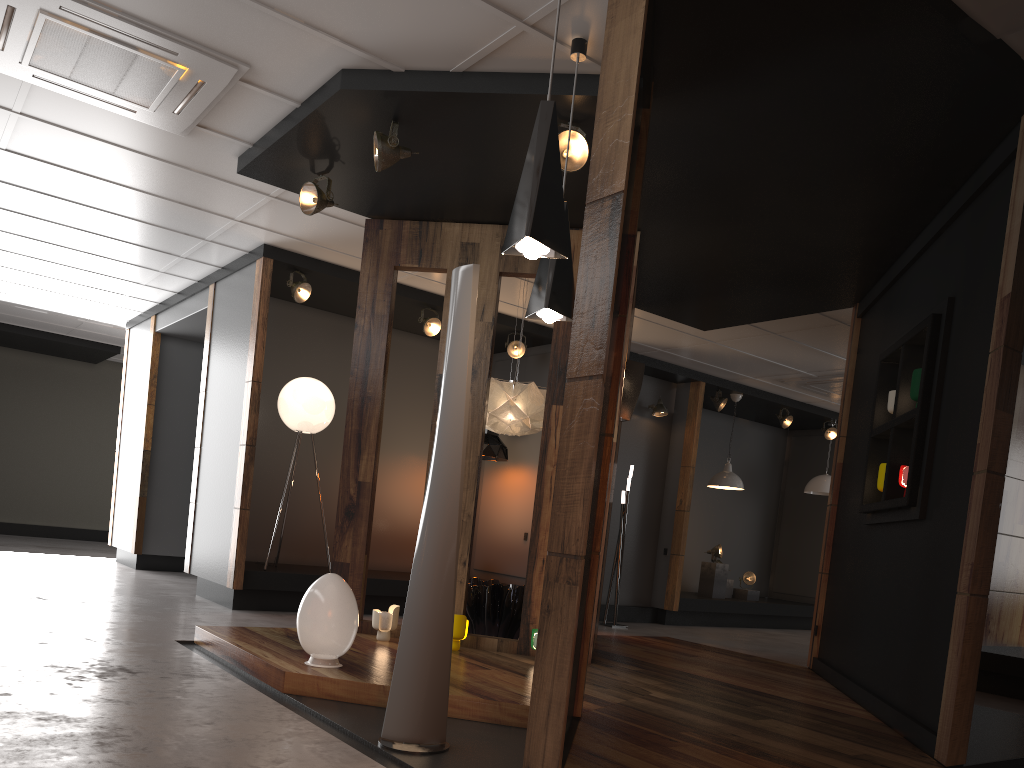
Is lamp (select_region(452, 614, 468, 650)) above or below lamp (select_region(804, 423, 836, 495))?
below

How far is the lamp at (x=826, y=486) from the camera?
11.8m

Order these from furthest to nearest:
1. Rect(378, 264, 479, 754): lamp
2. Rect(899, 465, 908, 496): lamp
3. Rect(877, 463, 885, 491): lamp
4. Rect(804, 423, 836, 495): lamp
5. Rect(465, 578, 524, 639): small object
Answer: Rect(804, 423, 836, 495): lamp < Rect(465, 578, 524, 639): small object < Rect(877, 463, 885, 491): lamp < Rect(899, 465, 908, 496): lamp < Rect(378, 264, 479, 754): lamp

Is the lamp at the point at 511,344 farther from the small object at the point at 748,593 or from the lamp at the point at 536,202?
the lamp at the point at 536,202

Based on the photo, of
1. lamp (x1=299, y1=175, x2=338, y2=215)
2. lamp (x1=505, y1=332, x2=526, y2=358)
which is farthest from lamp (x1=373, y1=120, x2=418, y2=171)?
lamp (x1=505, y1=332, x2=526, y2=358)

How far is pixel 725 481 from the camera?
A: 10.57m

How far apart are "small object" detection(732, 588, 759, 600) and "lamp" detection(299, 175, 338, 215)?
8.09m

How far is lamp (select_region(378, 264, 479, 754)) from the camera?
3.3m

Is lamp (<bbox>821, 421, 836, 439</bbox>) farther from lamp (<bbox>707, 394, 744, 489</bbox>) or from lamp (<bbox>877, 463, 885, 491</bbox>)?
lamp (<bbox>877, 463, 885, 491</bbox>)

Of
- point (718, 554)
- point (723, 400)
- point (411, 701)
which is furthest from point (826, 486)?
point (411, 701)
